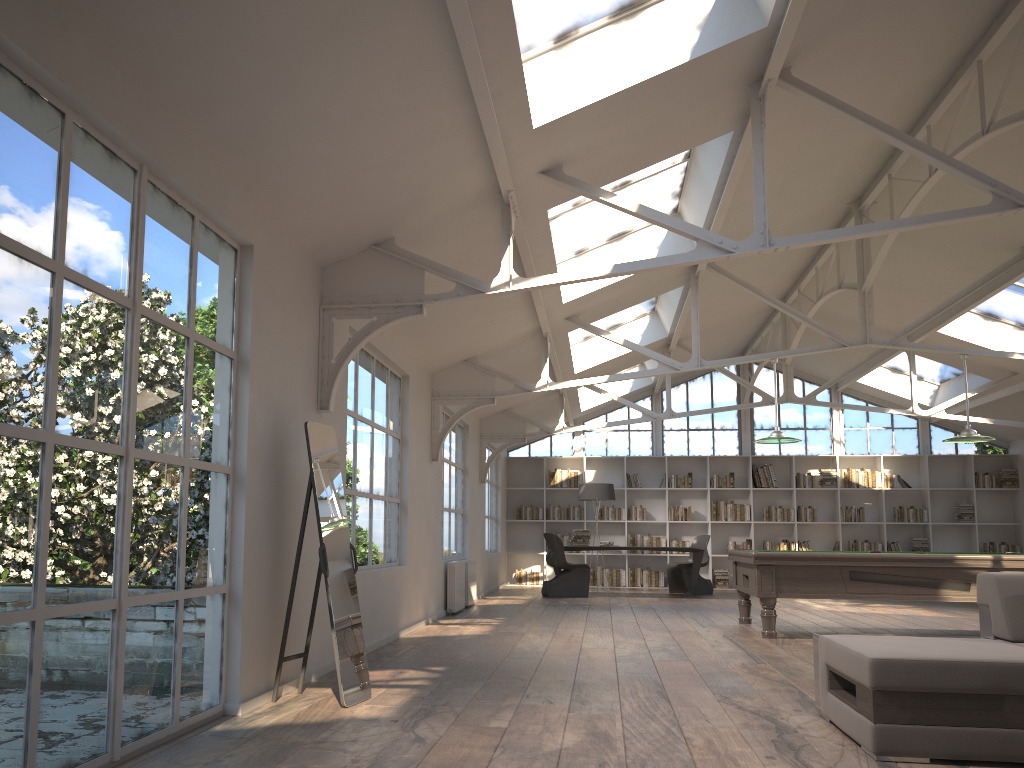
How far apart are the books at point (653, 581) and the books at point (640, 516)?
0.9m

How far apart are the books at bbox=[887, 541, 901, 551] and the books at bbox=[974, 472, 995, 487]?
1.74m

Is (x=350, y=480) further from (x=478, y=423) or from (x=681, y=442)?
(x=681, y=442)

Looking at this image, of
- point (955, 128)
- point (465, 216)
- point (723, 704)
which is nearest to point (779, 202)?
point (955, 128)

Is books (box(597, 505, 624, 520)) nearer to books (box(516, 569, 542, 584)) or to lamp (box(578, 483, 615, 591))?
lamp (box(578, 483, 615, 591))

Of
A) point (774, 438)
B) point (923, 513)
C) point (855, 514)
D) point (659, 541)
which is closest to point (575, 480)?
point (659, 541)

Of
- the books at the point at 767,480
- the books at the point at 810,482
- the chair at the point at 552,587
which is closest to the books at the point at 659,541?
the books at the point at 767,480

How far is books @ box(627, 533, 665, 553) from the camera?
15.59m

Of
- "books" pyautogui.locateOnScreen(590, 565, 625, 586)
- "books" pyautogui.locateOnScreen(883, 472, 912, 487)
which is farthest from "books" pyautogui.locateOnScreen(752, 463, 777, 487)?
"books" pyautogui.locateOnScreen(590, 565, 625, 586)

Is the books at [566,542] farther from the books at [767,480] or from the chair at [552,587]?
the books at [767,480]
